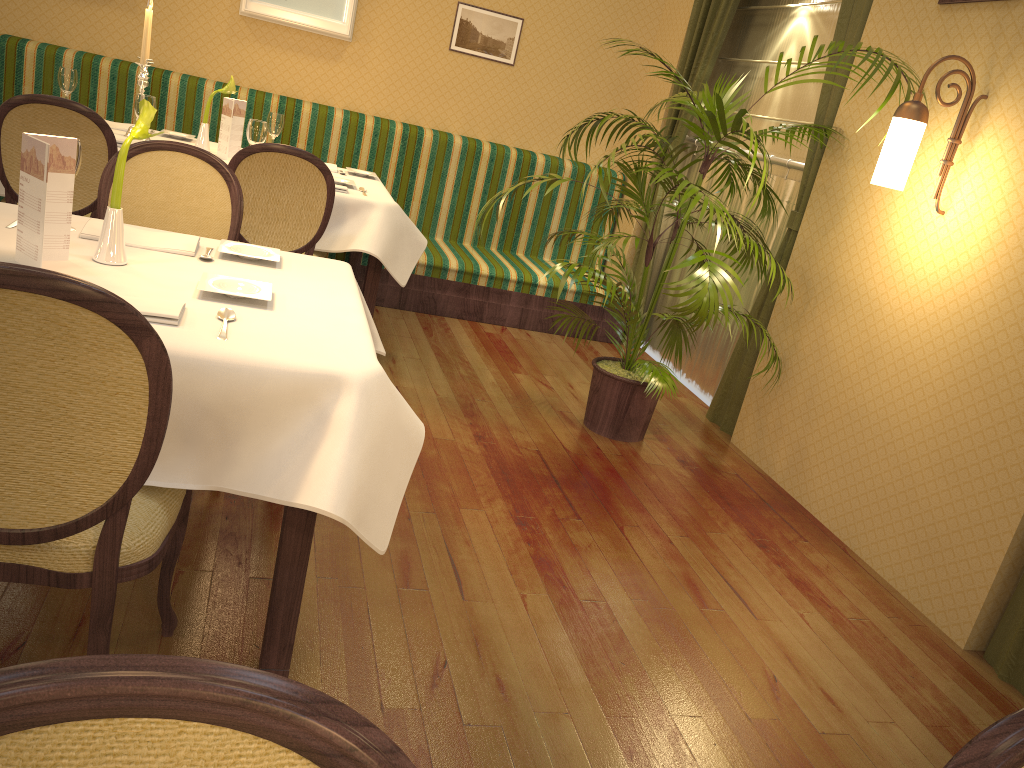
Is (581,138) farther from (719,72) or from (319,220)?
(319,220)

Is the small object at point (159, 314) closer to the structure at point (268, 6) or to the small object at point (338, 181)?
the small object at point (338, 181)

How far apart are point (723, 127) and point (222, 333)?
2.4 meters

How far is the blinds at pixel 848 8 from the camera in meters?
3.9 m

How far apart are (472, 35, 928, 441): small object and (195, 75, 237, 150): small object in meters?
1.5 m

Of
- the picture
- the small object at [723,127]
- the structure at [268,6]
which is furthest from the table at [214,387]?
the picture

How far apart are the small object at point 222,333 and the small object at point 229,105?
2.6m

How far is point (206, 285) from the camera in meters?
2.0 m

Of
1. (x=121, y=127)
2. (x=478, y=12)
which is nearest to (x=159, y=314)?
(x=121, y=127)

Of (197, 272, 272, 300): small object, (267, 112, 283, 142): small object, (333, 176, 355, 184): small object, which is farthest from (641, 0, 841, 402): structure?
(197, 272, 272, 300): small object
